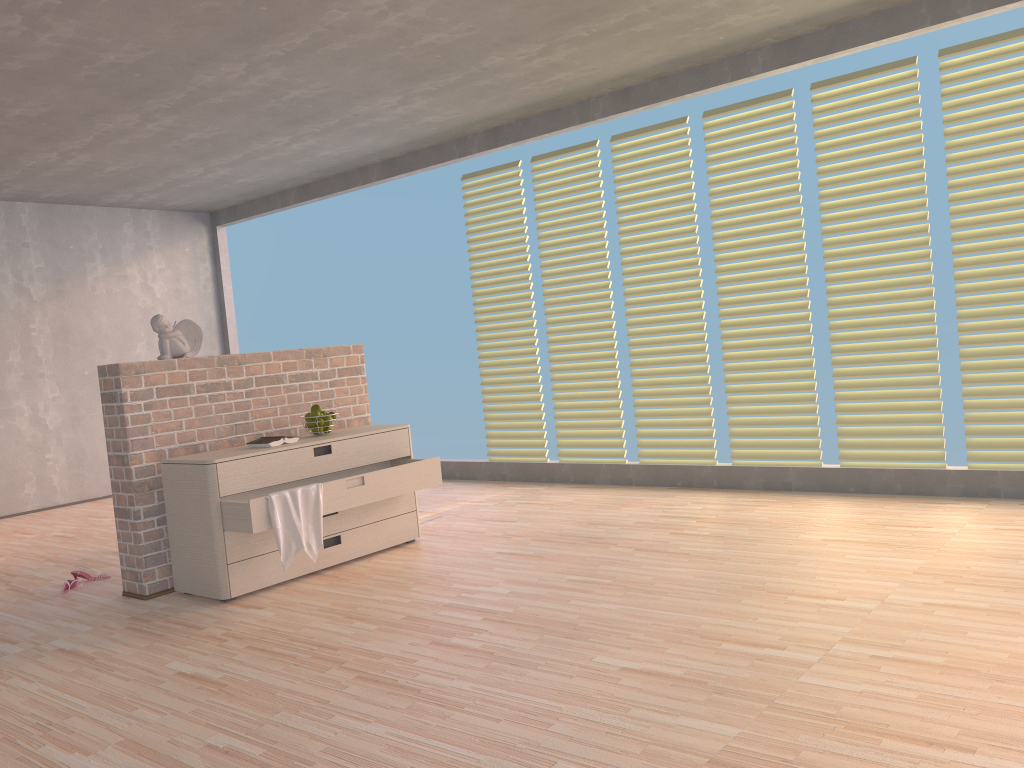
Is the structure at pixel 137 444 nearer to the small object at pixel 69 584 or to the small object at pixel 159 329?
the small object at pixel 159 329

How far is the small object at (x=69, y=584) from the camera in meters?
4.2

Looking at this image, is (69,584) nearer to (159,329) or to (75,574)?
(75,574)

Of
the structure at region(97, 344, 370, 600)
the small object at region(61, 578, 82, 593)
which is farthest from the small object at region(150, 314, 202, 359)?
the small object at region(61, 578, 82, 593)

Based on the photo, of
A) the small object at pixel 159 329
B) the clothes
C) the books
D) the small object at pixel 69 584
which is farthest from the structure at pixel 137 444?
the clothes

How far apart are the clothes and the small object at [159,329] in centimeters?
96cm

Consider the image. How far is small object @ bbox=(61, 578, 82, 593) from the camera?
4.21m

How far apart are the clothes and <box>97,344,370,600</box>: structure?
0.7 meters

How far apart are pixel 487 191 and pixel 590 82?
1.3m

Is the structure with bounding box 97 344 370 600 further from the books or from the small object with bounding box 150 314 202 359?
the books
